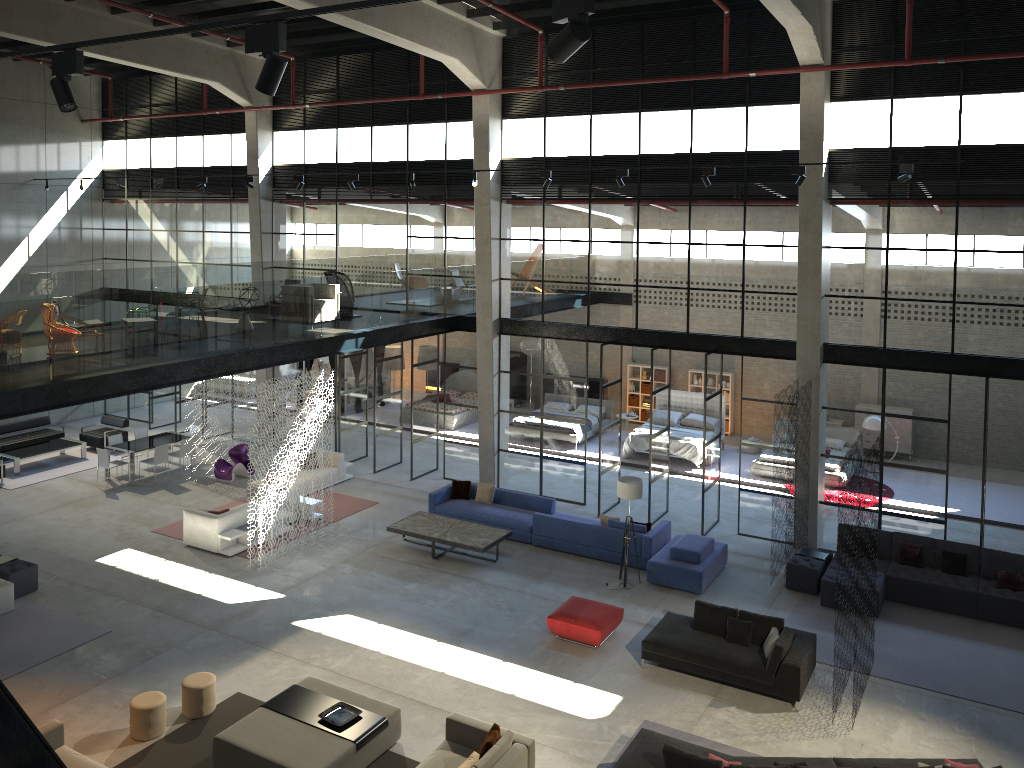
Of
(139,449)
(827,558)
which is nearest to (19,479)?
(139,449)

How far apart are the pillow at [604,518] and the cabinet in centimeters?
1079cm

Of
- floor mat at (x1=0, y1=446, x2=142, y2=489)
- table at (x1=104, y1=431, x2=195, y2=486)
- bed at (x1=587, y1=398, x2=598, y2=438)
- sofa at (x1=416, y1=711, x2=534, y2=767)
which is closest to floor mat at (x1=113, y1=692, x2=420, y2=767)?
sofa at (x1=416, y1=711, x2=534, y2=767)

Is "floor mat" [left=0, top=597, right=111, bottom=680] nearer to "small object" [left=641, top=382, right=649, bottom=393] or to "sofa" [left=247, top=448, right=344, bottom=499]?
"sofa" [left=247, top=448, right=344, bottom=499]

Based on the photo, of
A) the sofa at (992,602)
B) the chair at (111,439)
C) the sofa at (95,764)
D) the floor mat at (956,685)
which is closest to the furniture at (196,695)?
the sofa at (95,764)

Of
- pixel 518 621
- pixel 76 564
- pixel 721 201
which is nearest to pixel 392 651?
pixel 518 621

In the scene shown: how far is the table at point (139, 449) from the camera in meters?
20.1

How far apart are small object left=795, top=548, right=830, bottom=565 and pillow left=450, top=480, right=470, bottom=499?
6.7 meters

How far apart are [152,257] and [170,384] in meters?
13.2

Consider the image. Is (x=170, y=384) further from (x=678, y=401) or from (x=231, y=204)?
(x=678, y=401)
